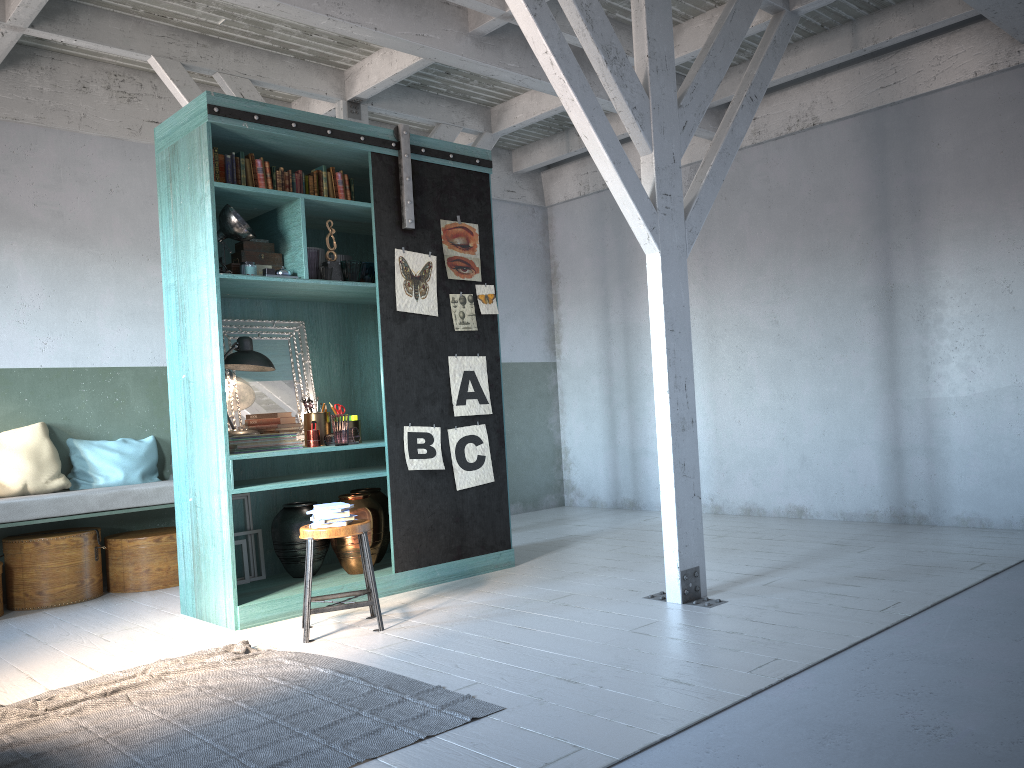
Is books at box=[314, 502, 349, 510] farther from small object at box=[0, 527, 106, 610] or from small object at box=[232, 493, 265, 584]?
small object at box=[0, 527, 106, 610]

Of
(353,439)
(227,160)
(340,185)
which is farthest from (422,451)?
(227,160)

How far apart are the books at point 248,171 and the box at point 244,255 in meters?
0.5

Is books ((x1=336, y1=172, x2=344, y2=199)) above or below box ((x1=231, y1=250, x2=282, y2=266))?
above

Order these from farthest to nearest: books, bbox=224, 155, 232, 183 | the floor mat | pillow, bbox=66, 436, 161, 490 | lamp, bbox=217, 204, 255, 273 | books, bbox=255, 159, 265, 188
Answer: pillow, bbox=66, 436, 161, 490
books, bbox=255, 159, 265, 188
books, bbox=224, 155, 232, 183
lamp, bbox=217, 204, 255, 273
the floor mat

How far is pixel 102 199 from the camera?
8.0m

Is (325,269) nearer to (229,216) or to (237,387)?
(229,216)

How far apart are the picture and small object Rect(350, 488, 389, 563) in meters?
0.6 m

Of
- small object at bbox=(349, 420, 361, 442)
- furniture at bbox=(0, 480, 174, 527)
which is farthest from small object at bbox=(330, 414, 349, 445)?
furniture at bbox=(0, 480, 174, 527)

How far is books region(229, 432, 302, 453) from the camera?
6.1m
